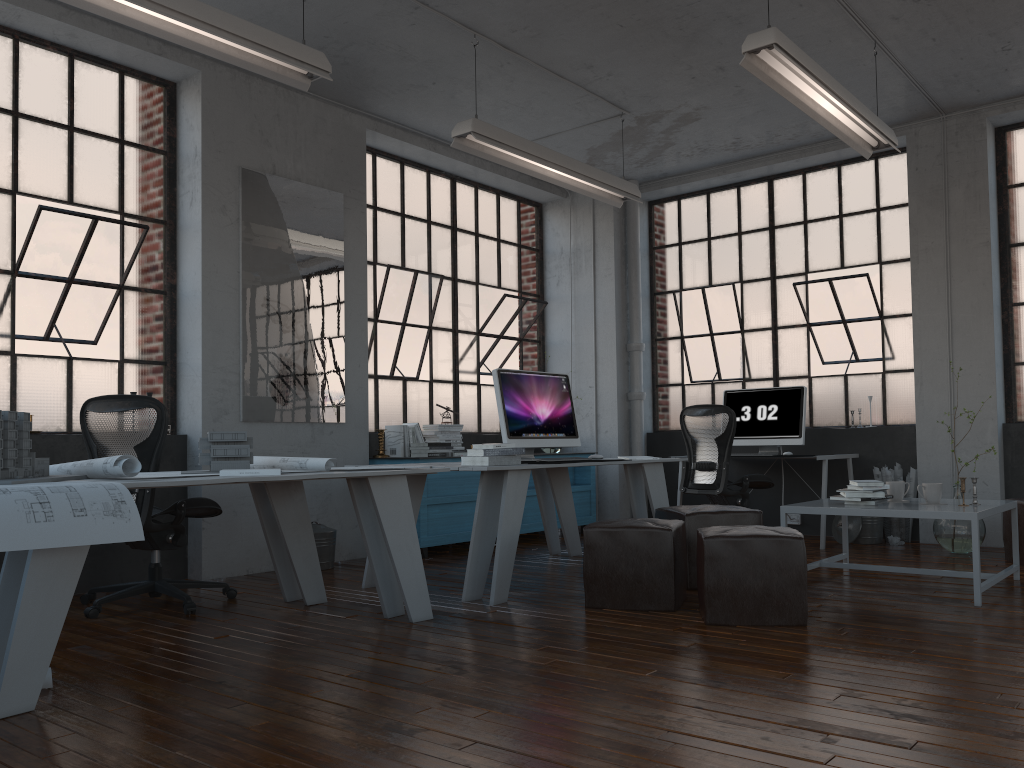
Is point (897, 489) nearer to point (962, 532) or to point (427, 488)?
point (962, 532)

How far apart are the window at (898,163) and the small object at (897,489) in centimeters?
239cm

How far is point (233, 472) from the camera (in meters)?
3.54

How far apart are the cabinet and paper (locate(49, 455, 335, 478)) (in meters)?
2.08

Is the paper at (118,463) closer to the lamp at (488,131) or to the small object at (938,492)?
the lamp at (488,131)

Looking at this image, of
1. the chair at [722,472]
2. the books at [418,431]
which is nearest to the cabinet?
the books at [418,431]

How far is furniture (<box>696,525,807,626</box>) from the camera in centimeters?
380cm

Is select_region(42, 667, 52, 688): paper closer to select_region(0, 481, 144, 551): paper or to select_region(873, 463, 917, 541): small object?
select_region(0, 481, 144, 551): paper

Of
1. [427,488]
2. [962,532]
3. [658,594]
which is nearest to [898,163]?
[962,532]

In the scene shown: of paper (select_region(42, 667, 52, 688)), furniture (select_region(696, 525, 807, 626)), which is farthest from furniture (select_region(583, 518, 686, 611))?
paper (select_region(42, 667, 52, 688))
